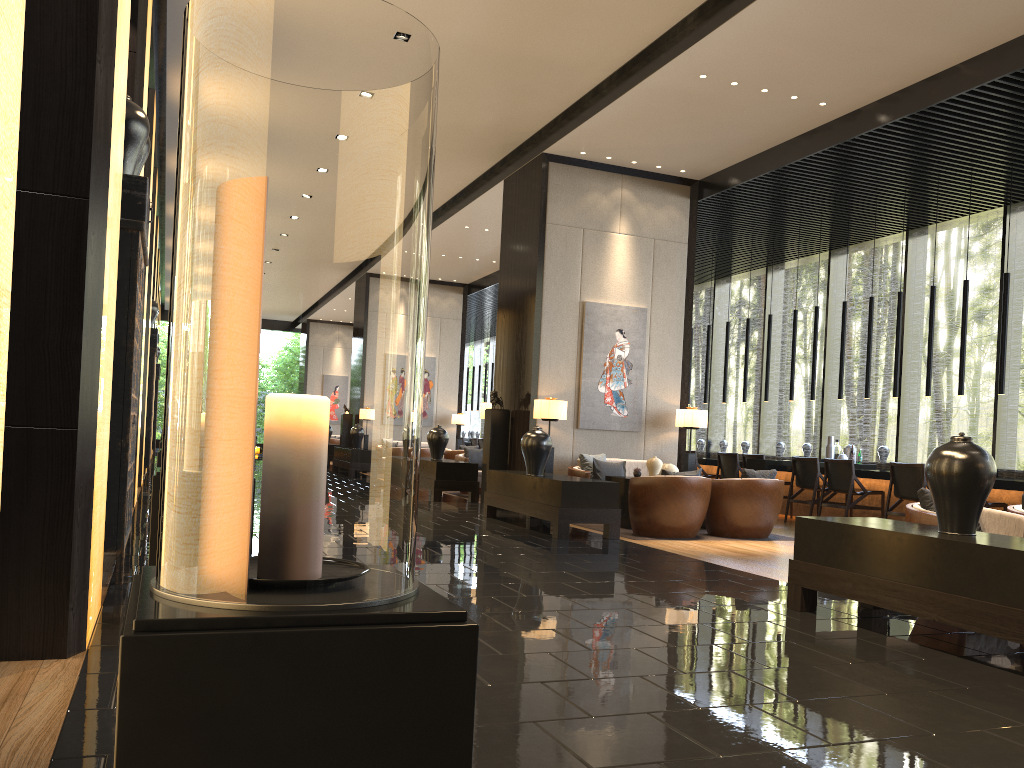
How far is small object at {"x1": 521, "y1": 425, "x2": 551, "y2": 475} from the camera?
8.5m

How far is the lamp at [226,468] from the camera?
1.0m

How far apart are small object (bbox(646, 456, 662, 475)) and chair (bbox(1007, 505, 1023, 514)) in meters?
4.0 m

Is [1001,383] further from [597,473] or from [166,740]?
[166,740]

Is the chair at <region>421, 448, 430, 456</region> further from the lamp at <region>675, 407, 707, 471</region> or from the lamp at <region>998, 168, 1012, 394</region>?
the lamp at <region>998, 168, 1012, 394</region>

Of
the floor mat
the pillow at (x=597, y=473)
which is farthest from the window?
the pillow at (x=597, y=473)

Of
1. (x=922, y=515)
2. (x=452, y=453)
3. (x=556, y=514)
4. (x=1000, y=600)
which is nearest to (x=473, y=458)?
(x=452, y=453)

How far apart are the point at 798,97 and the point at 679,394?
3.9 meters

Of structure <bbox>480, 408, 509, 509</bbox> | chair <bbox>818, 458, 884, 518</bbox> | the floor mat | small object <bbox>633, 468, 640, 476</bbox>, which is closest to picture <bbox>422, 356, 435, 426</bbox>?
structure <bbox>480, 408, 509, 509</bbox>

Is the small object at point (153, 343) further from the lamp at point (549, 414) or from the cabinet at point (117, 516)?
the cabinet at point (117, 516)
